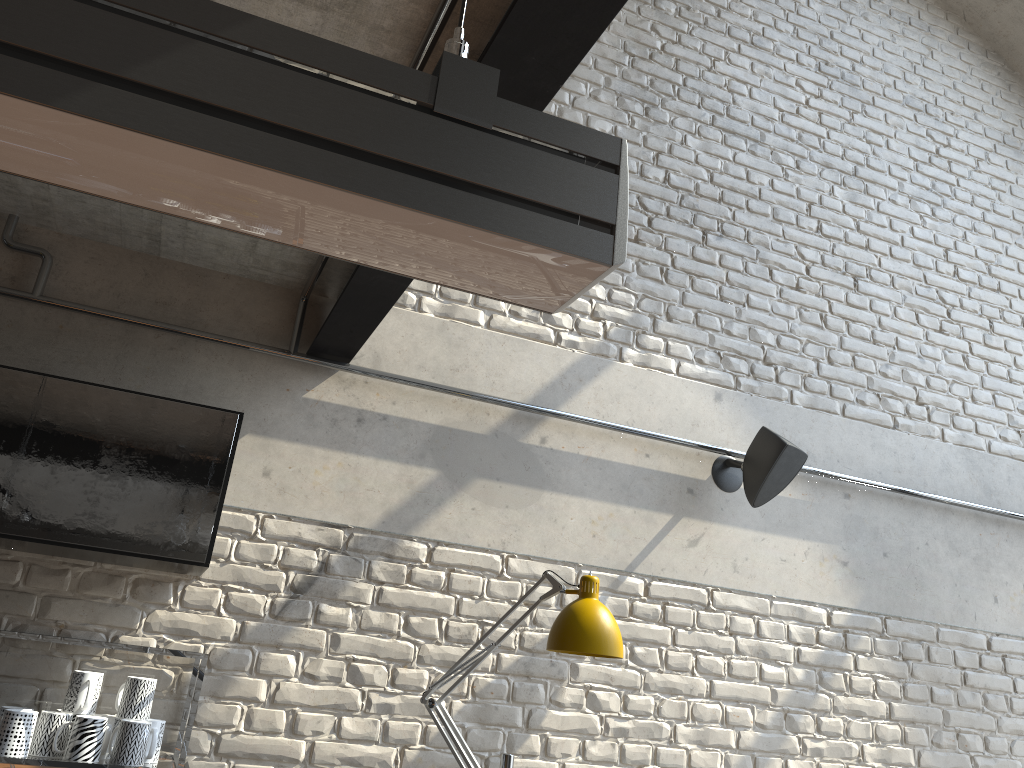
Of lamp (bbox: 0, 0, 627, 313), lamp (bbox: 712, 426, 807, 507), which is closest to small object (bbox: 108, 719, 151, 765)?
lamp (bbox: 0, 0, 627, 313)

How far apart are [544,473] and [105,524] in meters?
1.5

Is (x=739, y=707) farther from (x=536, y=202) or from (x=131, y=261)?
(x=536, y=202)

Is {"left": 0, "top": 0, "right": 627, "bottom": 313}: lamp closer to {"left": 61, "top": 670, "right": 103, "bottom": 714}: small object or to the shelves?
the shelves

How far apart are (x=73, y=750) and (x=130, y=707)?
0.2 meters

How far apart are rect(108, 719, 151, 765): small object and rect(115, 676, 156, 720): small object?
0.0m

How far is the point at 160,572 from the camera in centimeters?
Result: 264cm

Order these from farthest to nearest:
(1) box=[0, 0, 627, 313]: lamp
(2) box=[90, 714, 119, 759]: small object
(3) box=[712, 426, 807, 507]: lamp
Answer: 1. (3) box=[712, 426, 807, 507]: lamp
2. (2) box=[90, 714, 119, 759]: small object
3. (1) box=[0, 0, 627, 313]: lamp

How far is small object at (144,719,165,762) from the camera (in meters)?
2.32

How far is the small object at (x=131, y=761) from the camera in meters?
2.2 m
